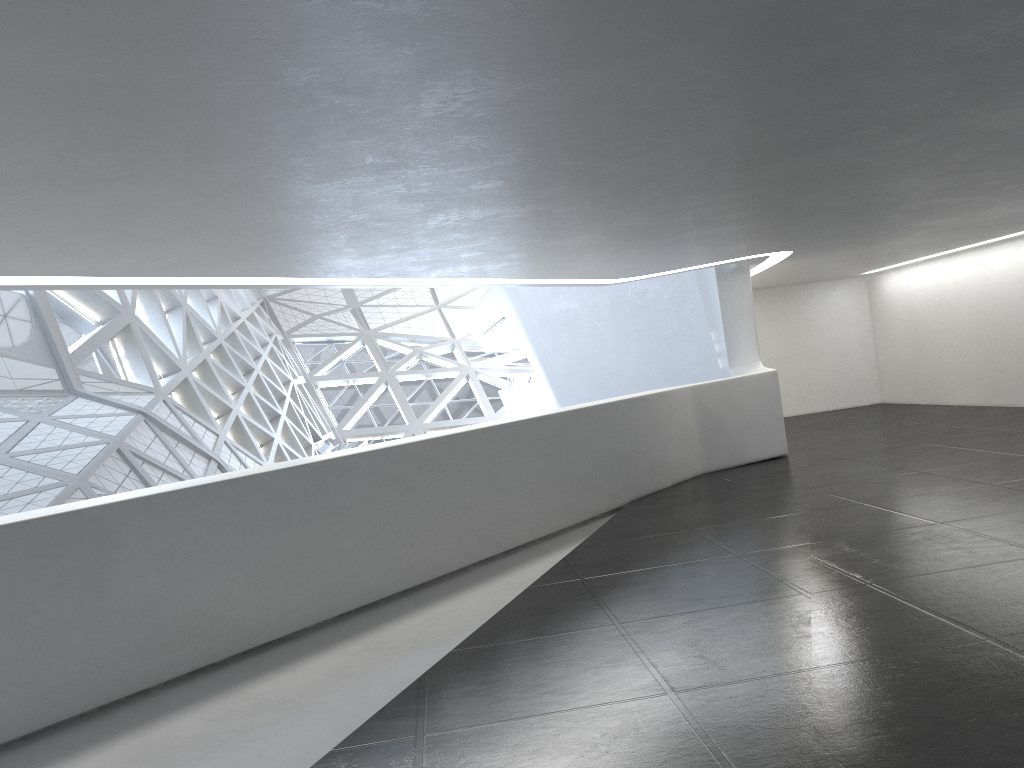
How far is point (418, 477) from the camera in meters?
10.7
